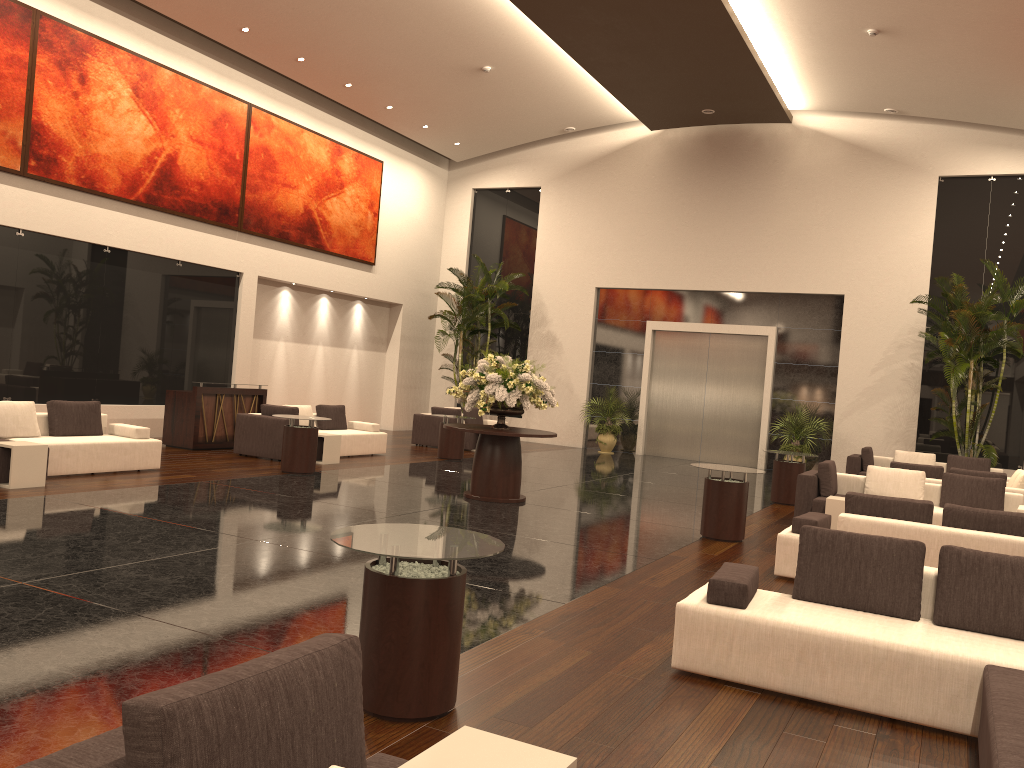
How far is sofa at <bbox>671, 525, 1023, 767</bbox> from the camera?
4.38m

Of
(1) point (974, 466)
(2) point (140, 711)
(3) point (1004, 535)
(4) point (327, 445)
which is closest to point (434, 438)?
(4) point (327, 445)

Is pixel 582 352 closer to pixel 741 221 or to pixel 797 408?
pixel 741 221

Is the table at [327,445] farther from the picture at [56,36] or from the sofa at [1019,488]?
the sofa at [1019,488]

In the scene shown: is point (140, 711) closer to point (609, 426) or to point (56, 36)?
point (56, 36)

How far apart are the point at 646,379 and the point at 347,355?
7.3 meters

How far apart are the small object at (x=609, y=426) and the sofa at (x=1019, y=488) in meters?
8.6

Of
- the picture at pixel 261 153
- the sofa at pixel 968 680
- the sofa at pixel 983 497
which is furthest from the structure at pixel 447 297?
the sofa at pixel 968 680

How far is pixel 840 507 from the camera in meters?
10.7 m

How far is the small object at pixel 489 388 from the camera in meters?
11.2 m
